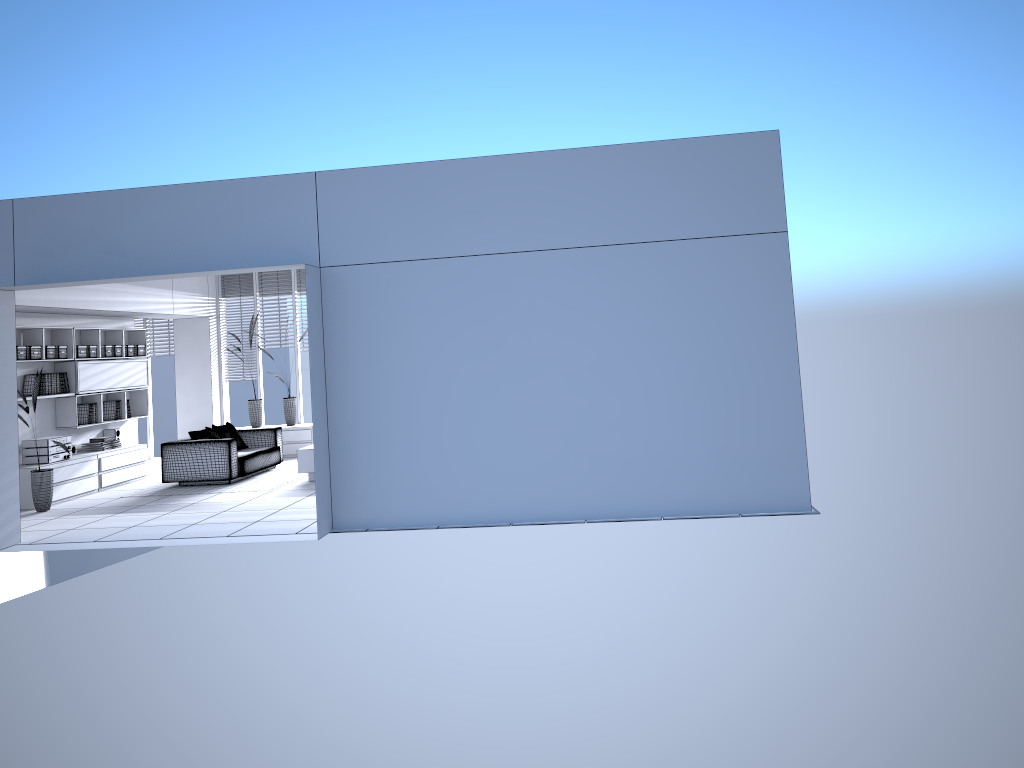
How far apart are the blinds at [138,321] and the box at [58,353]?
3.8m

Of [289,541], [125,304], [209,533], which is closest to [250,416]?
[125,304]

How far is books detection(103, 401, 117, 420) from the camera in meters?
11.9 m

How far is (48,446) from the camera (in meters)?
10.15

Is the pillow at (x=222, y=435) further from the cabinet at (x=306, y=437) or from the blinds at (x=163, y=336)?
the blinds at (x=163, y=336)

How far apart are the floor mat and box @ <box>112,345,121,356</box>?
2.11m

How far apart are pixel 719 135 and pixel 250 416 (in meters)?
9.13

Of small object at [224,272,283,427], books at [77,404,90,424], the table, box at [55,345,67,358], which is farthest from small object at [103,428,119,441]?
the table

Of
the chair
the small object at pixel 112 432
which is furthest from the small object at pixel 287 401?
the small object at pixel 112 432

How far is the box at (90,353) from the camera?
11.3m
